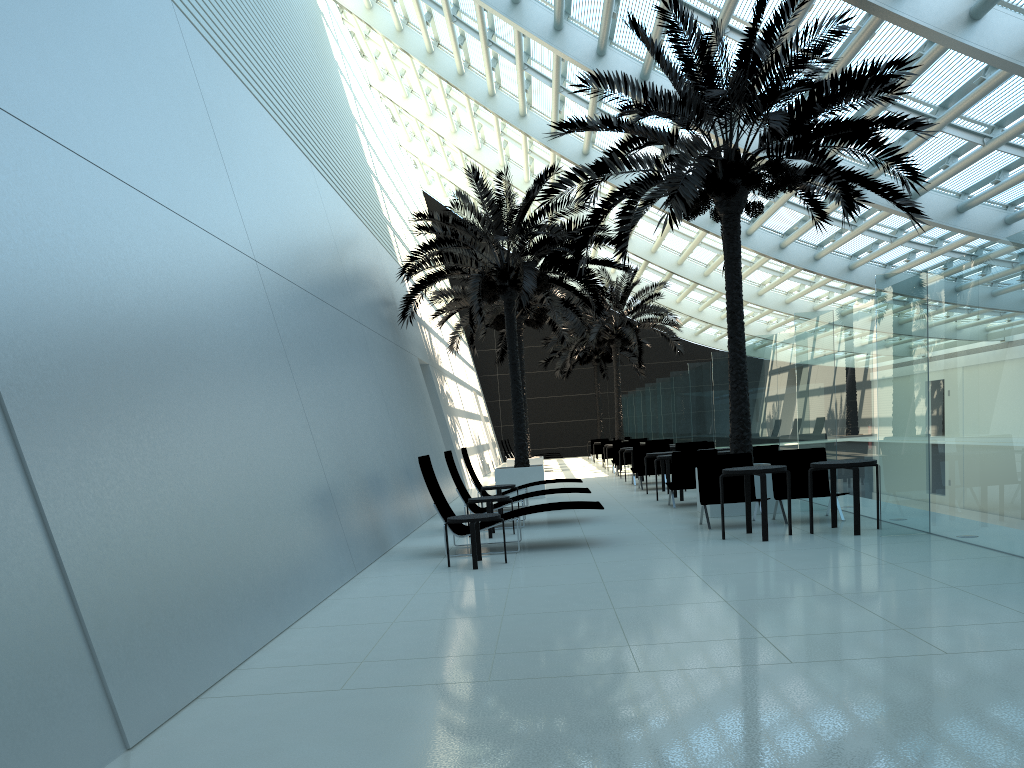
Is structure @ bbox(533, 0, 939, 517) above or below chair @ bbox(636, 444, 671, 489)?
above

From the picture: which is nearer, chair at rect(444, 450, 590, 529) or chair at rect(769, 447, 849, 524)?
chair at rect(769, 447, 849, 524)

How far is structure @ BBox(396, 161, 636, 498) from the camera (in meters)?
16.91

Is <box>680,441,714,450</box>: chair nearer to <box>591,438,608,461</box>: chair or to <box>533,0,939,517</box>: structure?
<box>533,0,939,517</box>: structure

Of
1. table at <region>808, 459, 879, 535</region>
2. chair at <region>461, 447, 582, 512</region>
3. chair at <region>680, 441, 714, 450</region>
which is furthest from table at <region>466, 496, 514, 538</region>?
chair at <region>680, 441, 714, 450</region>

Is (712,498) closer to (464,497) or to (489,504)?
(489,504)

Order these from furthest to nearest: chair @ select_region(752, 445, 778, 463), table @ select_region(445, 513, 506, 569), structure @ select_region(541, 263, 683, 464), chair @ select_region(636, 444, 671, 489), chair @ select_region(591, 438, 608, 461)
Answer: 1. chair @ select_region(591, 438, 608, 461)
2. structure @ select_region(541, 263, 683, 464)
3. chair @ select_region(636, 444, 671, 489)
4. chair @ select_region(752, 445, 778, 463)
5. table @ select_region(445, 513, 506, 569)

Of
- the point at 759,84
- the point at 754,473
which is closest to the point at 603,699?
the point at 754,473

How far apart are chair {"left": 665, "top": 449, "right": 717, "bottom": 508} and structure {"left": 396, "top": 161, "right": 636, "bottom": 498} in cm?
399

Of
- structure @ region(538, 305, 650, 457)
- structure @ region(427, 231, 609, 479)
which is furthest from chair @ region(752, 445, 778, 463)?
structure @ region(538, 305, 650, 457)
